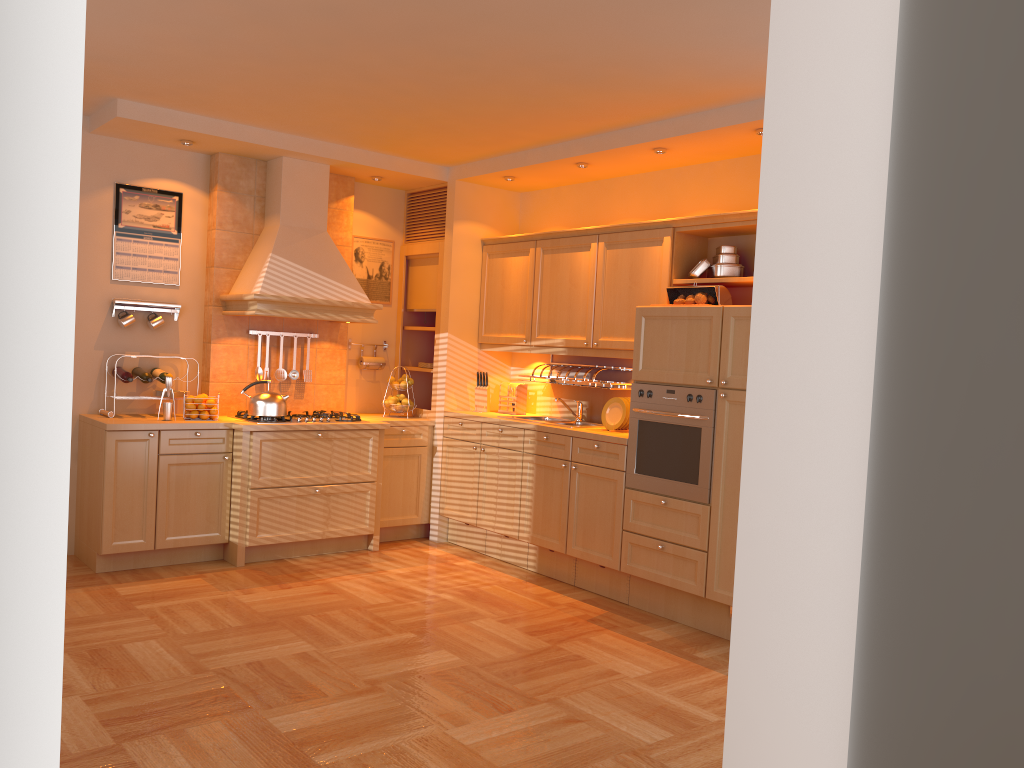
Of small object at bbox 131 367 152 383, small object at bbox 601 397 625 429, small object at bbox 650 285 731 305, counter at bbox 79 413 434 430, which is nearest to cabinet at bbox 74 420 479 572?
counter at bbox 79 413 434 430

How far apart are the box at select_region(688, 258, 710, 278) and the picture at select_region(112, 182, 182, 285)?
3.30m

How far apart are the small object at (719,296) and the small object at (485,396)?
1.8m

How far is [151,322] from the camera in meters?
5.6 m

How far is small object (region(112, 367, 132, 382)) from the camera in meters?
5.4 m

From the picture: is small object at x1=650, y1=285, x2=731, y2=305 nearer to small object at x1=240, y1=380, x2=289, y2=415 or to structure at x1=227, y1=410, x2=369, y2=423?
structure at x1=227, y1=410, x2=369, y2=423

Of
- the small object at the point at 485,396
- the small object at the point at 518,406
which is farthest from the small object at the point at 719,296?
the small object at the point at 485,396

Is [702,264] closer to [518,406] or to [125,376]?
[518,406]

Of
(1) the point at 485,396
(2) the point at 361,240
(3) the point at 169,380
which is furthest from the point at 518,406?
(3) the point at 169,380

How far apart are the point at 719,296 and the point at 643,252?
0.7m
